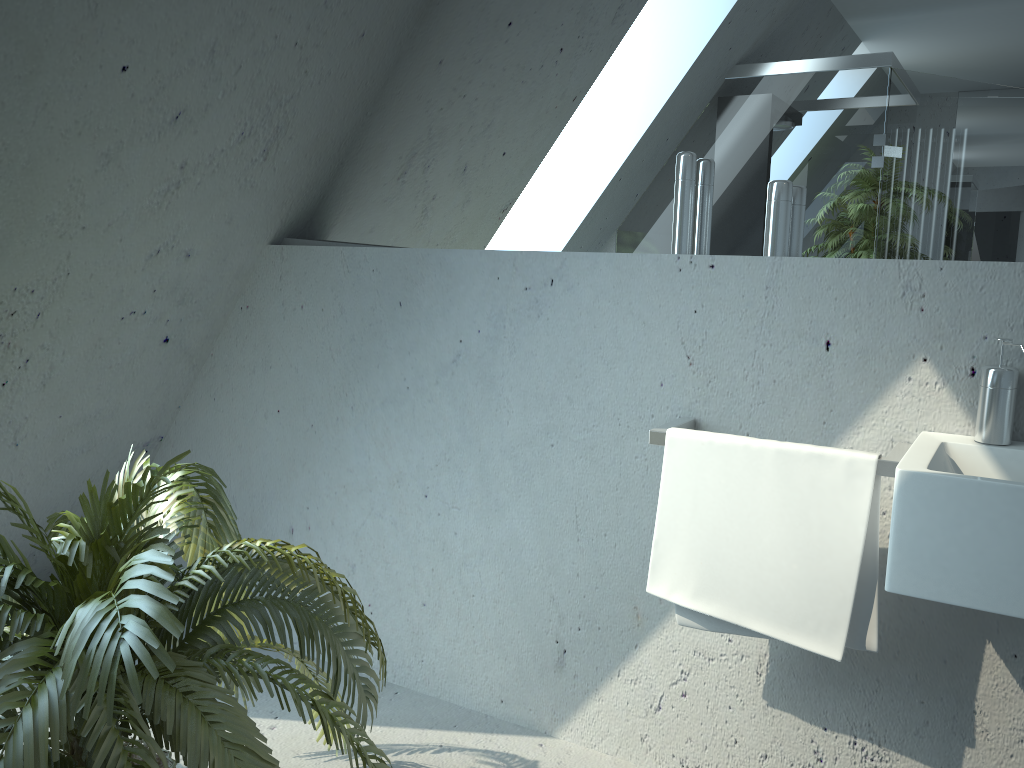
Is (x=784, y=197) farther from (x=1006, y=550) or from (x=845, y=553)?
(x=1006, y=550)

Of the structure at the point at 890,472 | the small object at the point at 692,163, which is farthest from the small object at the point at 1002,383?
the small object at the point at 692,163

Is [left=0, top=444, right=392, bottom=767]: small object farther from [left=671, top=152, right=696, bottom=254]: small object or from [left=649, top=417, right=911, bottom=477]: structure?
[left=671, top=152, right=696, bottom=254]: small object

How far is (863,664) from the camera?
1.85m

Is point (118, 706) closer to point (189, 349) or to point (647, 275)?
point (647, 275)

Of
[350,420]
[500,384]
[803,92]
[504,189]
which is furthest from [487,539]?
[803,92]

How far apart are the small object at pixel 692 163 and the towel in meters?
0.4 m

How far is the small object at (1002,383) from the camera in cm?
161

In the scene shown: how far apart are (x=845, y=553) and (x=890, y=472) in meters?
0.2

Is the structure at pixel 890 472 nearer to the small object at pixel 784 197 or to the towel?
the towel
